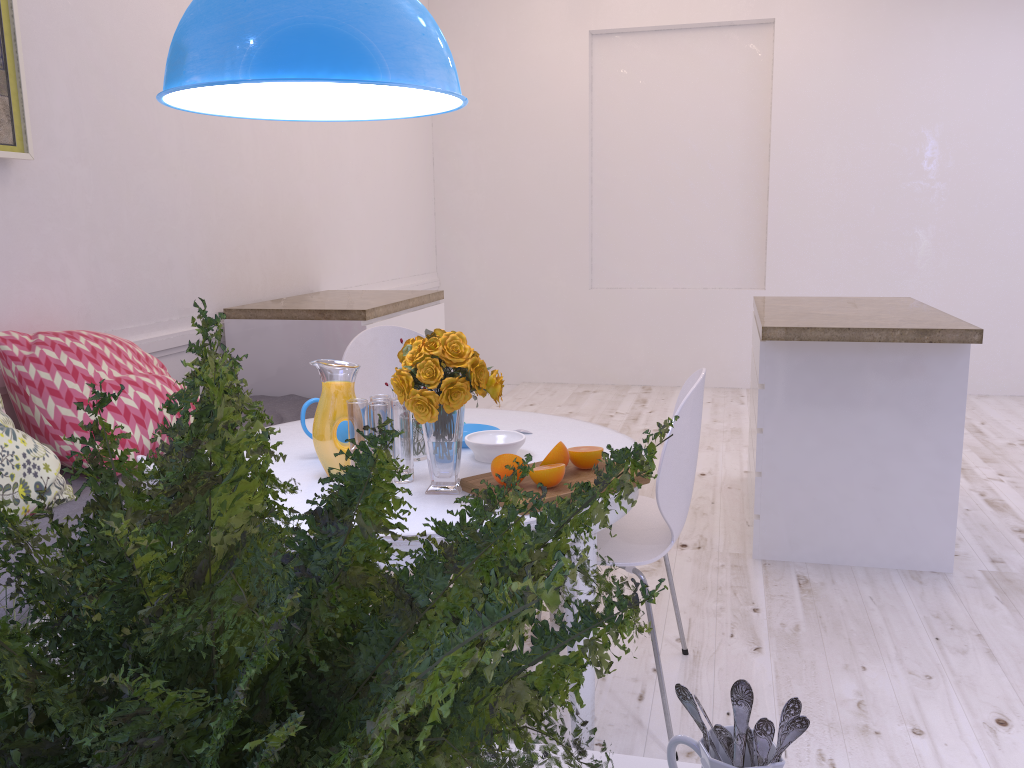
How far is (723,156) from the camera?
6.2 meters

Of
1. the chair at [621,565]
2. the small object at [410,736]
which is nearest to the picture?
the chair at [621,565]

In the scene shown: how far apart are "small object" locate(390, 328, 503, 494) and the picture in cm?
156

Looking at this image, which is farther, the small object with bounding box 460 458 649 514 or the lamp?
the small object with bounding box 460 458 649 514

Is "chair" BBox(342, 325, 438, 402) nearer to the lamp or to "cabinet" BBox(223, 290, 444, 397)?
"cabinet" BBox(223, 290, 444, 397)

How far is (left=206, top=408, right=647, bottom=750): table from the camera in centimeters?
180cm

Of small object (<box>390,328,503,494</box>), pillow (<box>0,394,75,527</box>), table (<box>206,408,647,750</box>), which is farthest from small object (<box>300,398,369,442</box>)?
pillow (<box>0,394,75,527</box>)

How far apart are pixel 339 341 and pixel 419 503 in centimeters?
201cm

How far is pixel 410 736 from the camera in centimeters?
34cm

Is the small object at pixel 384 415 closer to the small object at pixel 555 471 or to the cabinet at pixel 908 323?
the small object at pixel 555 471
